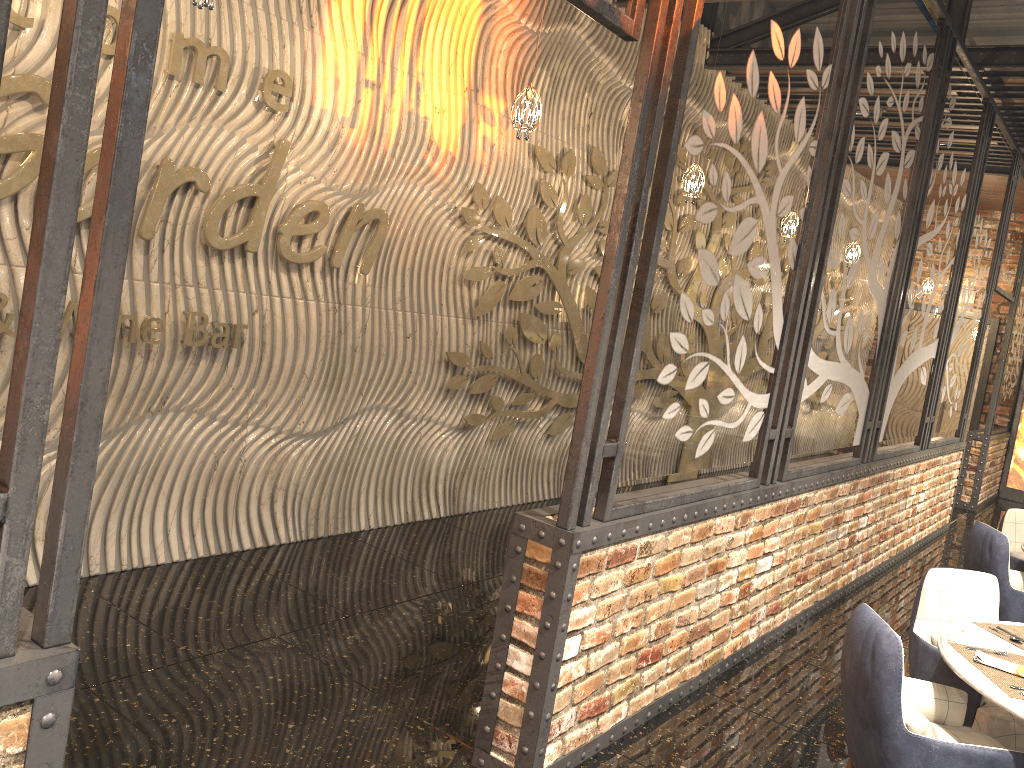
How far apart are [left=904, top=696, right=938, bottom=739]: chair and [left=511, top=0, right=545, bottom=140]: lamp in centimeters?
311cm

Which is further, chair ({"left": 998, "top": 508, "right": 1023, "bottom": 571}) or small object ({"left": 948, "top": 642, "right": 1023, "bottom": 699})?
chair ({"left": 998, "top": 508, "right": 1023, "bottom": 571})

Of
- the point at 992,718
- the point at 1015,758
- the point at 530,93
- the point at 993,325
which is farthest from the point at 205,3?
the point at 993,325

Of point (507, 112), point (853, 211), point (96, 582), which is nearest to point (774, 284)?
point (853, 211)

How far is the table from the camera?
2.8 meters

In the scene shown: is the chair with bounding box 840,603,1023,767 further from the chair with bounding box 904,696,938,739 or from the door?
the door

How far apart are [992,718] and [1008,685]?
0.6 meters

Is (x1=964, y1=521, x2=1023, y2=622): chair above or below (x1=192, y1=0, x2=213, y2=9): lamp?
below

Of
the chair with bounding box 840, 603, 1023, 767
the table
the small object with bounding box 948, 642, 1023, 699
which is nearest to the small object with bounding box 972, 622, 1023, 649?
the table

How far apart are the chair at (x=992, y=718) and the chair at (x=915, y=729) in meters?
0.6
